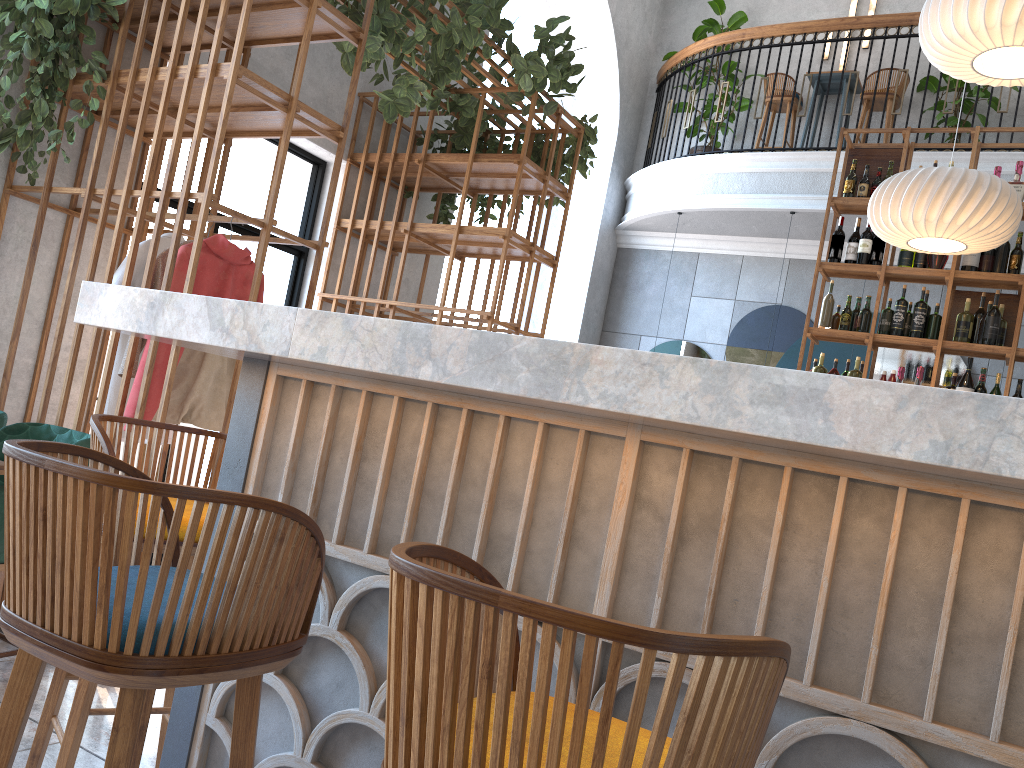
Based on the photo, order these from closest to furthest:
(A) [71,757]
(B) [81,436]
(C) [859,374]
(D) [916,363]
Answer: (A) [71,757]
(B) [81,436]
(C) [859,374]
(D) [916,363]

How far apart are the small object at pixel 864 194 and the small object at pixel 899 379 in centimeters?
117cm

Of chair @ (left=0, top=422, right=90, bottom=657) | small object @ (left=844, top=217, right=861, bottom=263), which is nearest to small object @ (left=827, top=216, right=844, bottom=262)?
small object @ (left=844, top=217, right=861, bottom=263)

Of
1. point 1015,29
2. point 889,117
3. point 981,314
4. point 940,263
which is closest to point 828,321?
point 940,263

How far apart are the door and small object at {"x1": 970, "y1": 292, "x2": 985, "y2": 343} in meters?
4.2 m

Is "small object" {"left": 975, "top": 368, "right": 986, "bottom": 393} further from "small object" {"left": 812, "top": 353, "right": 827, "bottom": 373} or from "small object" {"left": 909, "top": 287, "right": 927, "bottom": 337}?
"small object" {"left": 812, "top": 353, "right": 827, "bottom": 373}

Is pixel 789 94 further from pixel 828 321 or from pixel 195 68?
pixel 195 68

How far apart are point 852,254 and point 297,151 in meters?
3.6 m

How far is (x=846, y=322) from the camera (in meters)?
5.58

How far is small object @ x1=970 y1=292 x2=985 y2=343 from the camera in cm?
529
